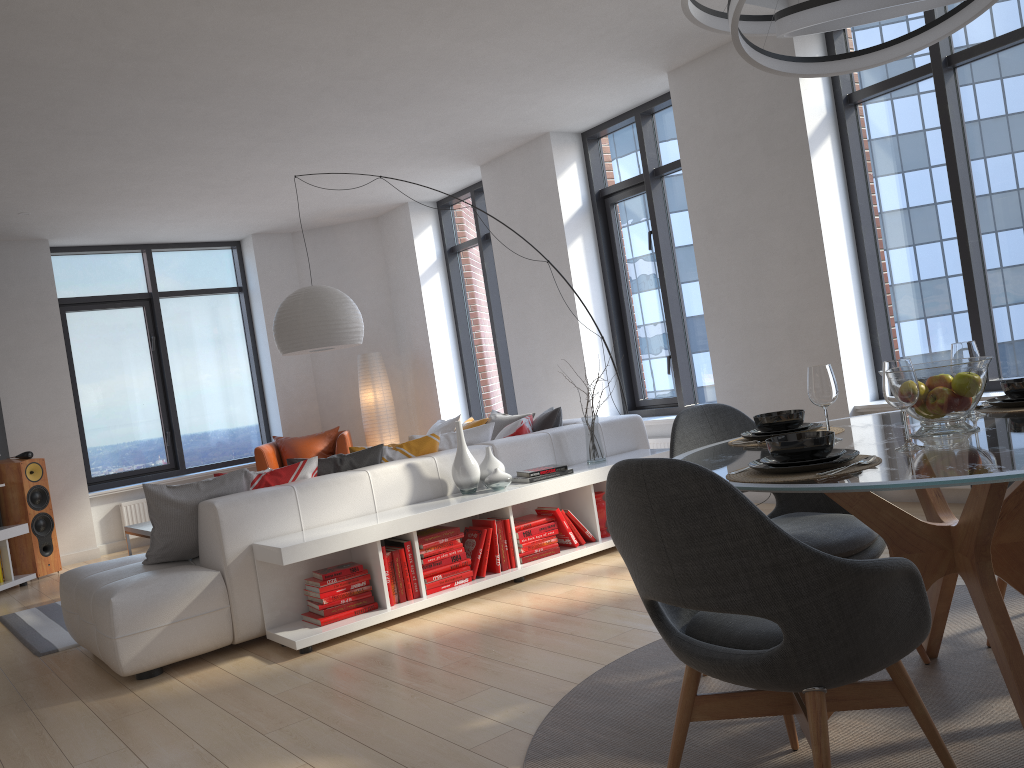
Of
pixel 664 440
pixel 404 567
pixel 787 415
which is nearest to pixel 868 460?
pixel 787 415

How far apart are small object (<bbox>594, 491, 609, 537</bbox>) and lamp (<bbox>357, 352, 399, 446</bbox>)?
4.26m

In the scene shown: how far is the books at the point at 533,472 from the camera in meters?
4.9 m

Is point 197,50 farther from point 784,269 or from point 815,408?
point 815,408

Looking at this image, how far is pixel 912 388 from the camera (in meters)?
2.13

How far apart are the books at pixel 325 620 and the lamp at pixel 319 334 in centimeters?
199cm

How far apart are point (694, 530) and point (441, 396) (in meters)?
7.40

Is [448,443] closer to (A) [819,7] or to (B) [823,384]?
(B) [823,384]

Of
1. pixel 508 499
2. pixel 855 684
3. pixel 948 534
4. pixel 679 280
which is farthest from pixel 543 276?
pixel 855 684

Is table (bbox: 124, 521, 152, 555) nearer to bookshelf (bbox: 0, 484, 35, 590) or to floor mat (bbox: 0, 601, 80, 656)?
floor mat (bbox: 0, 601, 80, 656)
